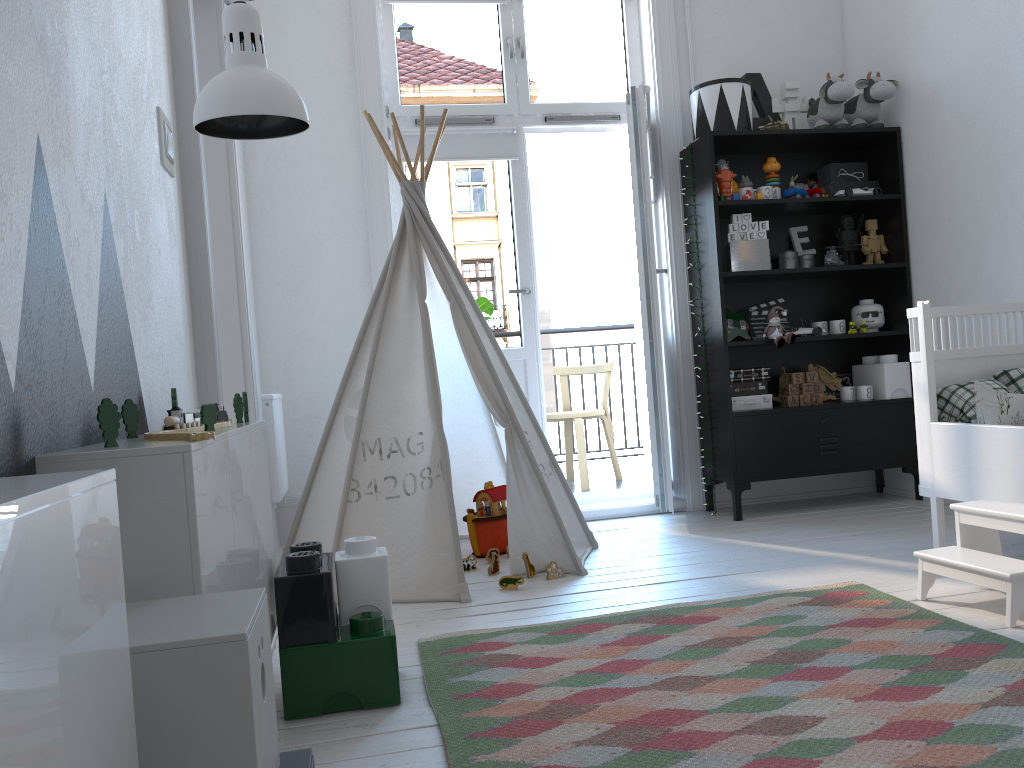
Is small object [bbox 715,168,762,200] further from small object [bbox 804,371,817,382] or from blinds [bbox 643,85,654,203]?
small object [bbox 804,371,817,382]

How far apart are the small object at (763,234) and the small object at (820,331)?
0.48m

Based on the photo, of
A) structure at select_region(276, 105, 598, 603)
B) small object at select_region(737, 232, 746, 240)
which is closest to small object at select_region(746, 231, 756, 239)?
small object at select_region(737, 232, 746, 240)

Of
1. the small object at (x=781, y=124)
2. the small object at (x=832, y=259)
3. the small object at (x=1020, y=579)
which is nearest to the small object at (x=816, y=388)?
the small object at (x=832, y=259)

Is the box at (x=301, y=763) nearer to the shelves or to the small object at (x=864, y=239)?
the shelves

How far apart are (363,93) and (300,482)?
1.73m

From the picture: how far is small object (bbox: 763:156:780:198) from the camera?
3.9m

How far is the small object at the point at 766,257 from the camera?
3.88m

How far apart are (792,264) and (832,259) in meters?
0.2 m

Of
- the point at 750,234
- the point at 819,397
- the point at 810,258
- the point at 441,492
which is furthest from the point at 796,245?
the point at 441,492
